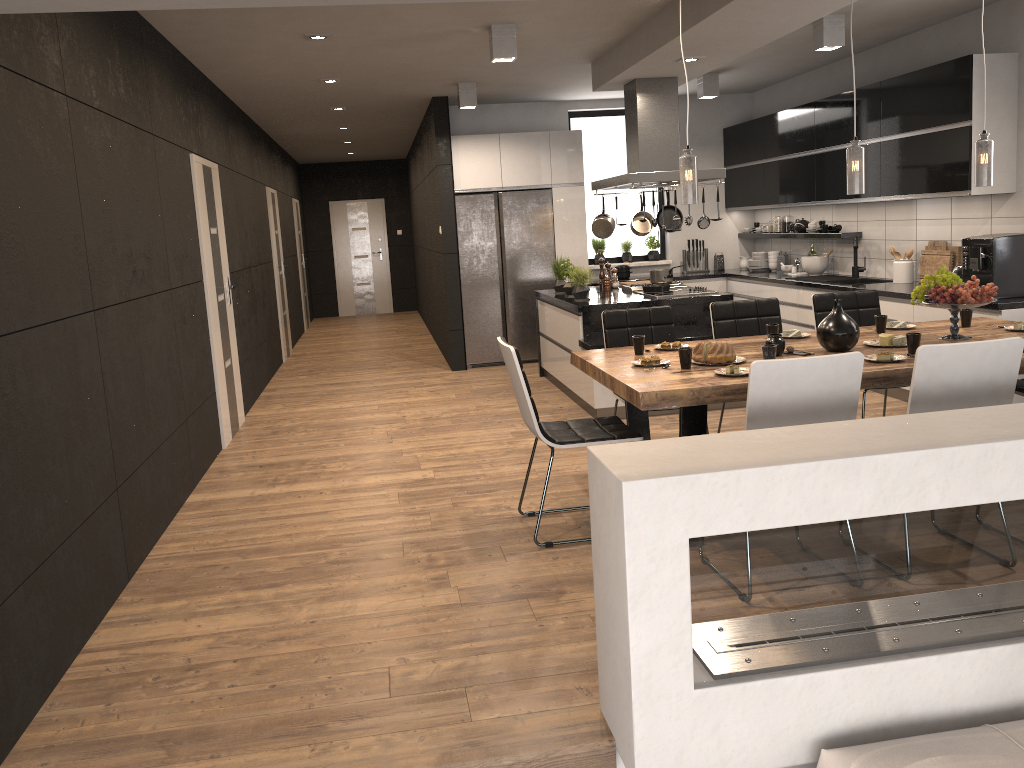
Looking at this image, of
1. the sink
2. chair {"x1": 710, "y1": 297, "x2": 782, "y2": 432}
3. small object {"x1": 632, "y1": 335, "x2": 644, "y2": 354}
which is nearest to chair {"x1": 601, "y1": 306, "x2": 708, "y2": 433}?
chair {"x1": 710, "y1": 297, "x2": 782, "y2": 432}

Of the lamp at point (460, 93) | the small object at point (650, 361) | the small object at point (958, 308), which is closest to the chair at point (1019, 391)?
the small object at point (958, 308)

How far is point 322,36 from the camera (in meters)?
5.67

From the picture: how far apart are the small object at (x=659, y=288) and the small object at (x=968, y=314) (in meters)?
2.77

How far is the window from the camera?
9.8m

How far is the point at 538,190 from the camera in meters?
9.0 m

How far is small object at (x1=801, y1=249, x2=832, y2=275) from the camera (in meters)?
8.29

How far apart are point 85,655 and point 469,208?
6.4 meters

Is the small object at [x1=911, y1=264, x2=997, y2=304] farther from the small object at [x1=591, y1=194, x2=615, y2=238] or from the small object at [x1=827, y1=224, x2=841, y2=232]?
the small object at [x1=827, y1=224, x2=841, y2=232]

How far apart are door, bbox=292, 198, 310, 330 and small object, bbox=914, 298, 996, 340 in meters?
11.0
